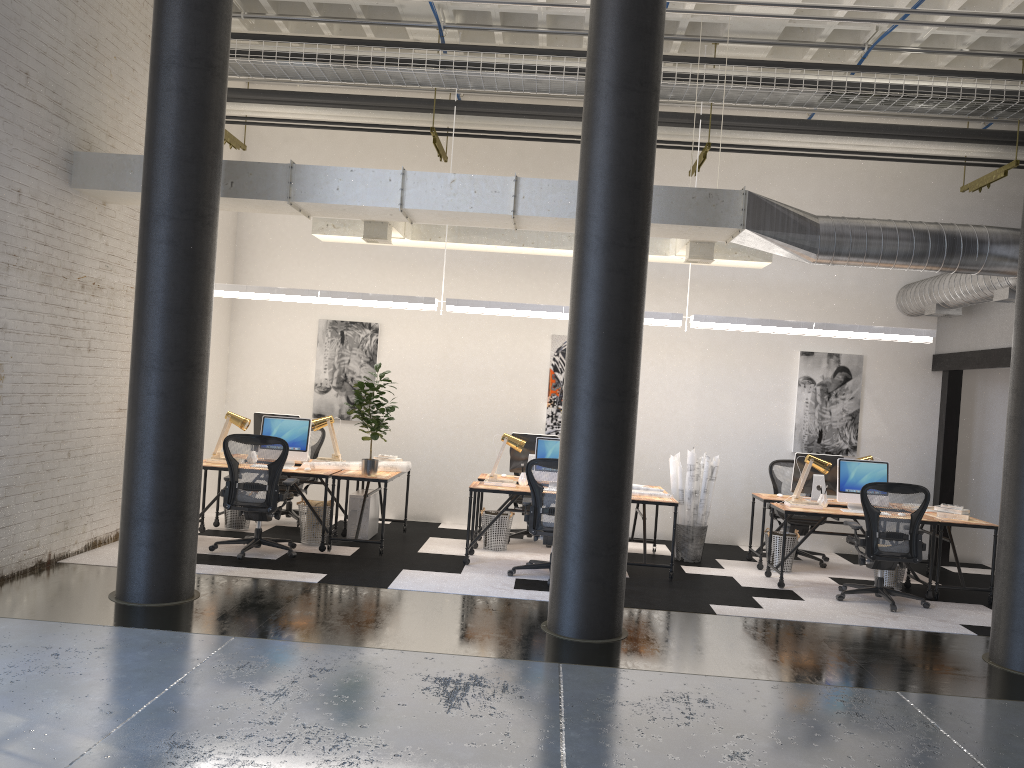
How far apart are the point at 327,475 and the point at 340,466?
0.44m

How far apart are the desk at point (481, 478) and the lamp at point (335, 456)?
1.5 meters

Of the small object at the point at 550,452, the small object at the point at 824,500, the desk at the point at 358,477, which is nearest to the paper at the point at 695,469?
the small object at the point at 824,500

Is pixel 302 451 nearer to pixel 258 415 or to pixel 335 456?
pixel 335 456

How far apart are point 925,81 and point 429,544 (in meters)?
6.67

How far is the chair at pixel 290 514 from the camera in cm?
970

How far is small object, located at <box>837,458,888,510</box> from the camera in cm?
842

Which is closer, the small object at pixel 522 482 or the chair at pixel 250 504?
the chair at pixel 250 504

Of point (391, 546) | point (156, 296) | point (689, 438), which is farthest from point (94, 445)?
point (689, 438)

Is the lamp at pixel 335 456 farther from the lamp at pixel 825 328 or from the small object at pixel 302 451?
the lamp at pixel 825 328
